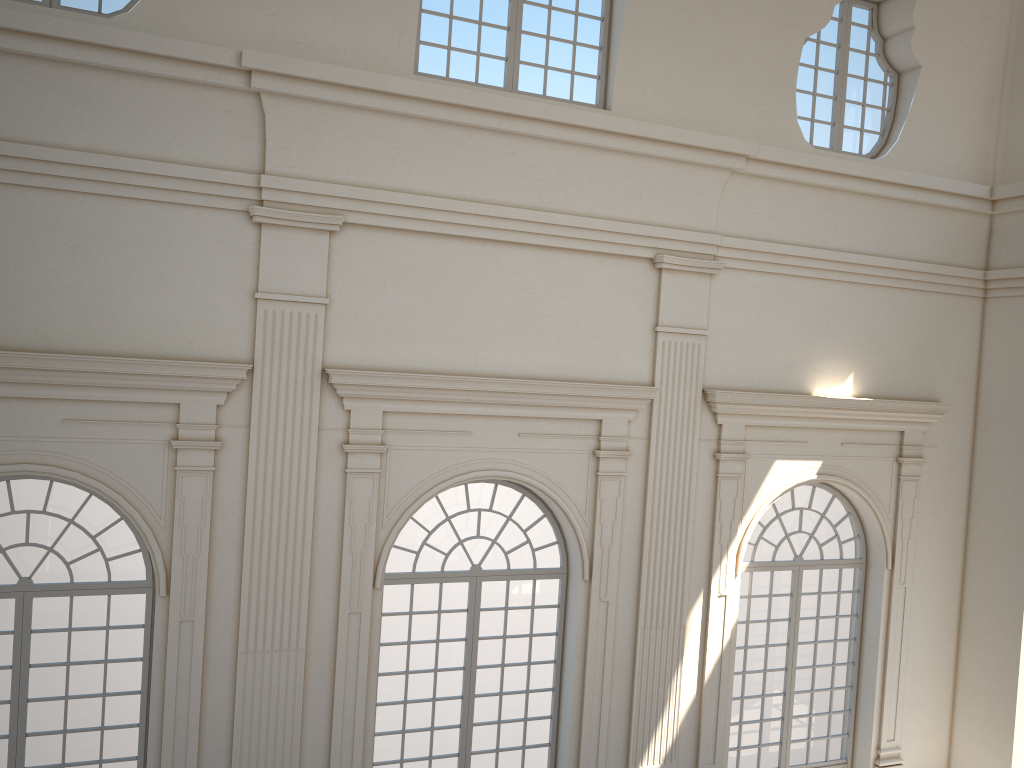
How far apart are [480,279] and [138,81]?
3.6 meters

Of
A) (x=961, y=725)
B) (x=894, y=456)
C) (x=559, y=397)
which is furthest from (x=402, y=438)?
(x=961, y=725)
